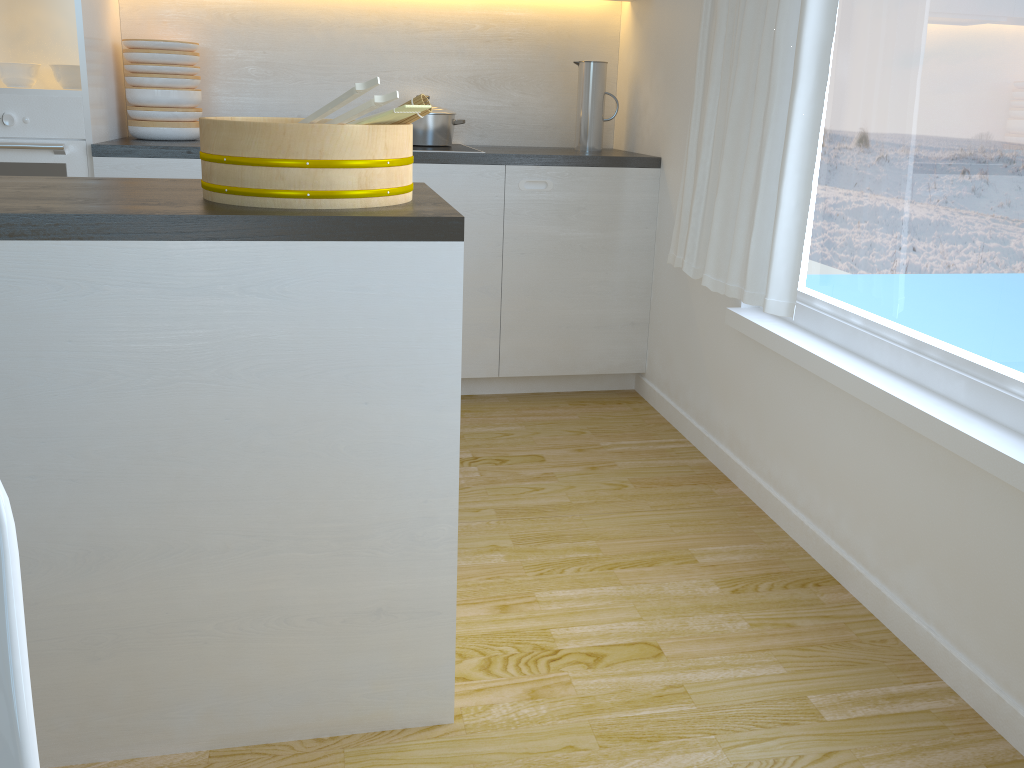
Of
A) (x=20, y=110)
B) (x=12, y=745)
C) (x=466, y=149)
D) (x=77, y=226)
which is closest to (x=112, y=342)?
(x=77, y=226)

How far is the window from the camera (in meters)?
1.77

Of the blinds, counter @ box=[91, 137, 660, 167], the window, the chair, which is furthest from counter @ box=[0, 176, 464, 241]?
counter @ box=[91, 137, 660, 167]

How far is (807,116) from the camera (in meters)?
2.20

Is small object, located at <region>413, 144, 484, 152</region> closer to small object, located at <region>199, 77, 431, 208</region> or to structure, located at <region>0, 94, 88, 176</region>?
structure, located at <region>0, 94, 88, 176</region>

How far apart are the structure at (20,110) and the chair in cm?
267

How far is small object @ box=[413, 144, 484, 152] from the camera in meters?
3.3 m

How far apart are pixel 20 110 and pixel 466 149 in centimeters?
148cm

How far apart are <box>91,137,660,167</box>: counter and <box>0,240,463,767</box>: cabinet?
1.80m

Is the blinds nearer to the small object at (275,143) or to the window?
the window
